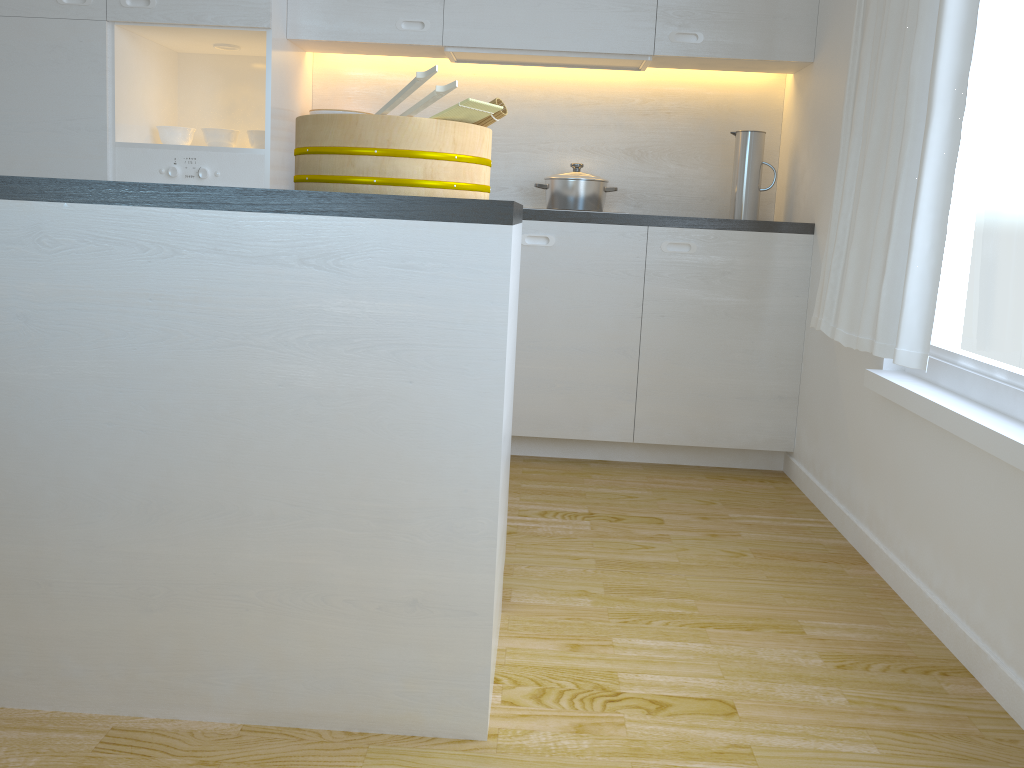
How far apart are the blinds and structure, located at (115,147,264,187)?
2.0 meters

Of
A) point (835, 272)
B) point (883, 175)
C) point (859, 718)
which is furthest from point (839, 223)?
point (859, 718)

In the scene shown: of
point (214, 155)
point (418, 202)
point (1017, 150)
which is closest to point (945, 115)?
point (1017, 150)

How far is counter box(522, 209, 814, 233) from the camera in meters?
3.2

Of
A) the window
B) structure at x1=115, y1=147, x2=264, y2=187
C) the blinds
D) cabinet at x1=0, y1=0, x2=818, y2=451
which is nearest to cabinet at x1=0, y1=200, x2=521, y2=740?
the blinds

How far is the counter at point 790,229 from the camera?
3.2m

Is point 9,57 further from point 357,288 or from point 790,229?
point 790,229

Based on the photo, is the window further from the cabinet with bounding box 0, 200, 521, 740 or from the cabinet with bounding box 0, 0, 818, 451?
the cabinet with bounding box 0, 200, 521, 740

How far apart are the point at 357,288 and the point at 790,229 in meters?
2.2

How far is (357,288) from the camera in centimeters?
147cm
